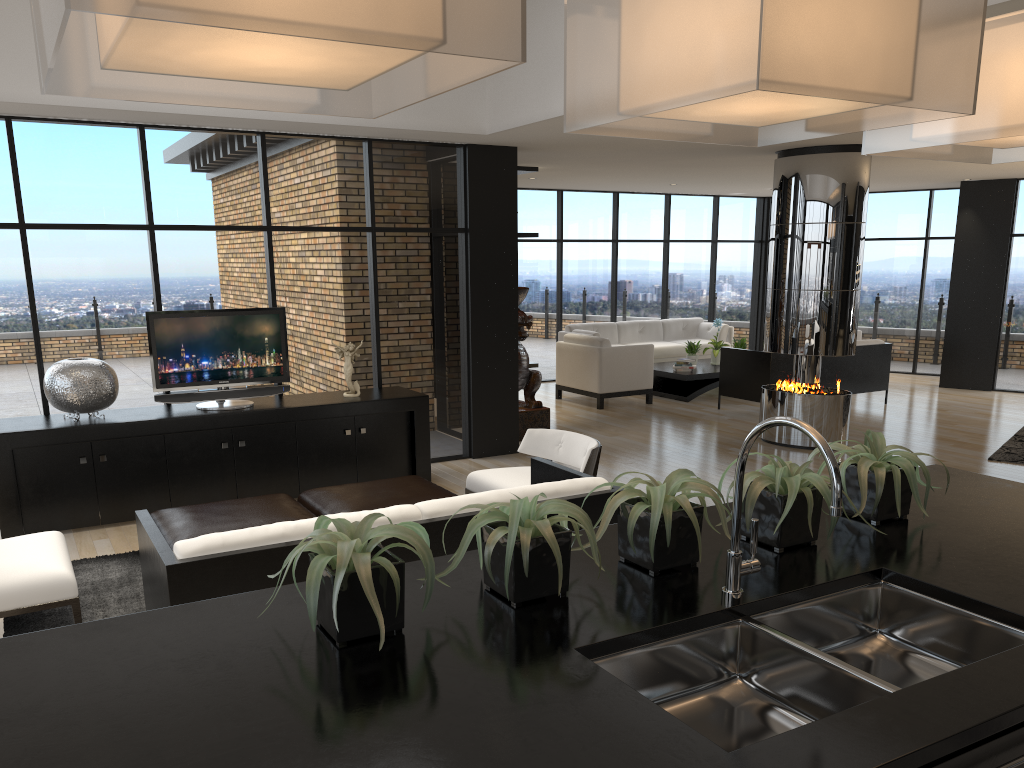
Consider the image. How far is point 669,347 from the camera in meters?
13.0 m

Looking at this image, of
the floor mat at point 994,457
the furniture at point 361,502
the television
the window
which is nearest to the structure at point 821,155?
the floor mat at point 994,457

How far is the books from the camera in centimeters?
1141cm

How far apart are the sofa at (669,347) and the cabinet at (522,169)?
3.38m

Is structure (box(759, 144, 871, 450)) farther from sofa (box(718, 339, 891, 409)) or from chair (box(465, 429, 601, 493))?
chair (box(465, 429, 601, 493))

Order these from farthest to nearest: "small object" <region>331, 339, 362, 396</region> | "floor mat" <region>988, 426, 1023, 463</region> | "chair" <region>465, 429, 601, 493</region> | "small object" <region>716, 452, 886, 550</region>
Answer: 1. "floor mat" <region>988, 426, 1023, 463</region>
2. "small object" <region>331, 339, 362, 396</region>
3. "chair" <region>465, 429, 601, 493</region>
4. "small object" <region>716, 452, 886, 550</region>

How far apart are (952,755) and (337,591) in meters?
1.0

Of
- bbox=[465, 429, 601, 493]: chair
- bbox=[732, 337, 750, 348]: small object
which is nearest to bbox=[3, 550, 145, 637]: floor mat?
bbox=[465, 429, 601, 493]: chair

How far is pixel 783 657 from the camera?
1.8m

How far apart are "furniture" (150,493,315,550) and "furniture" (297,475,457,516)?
0.1 meters
